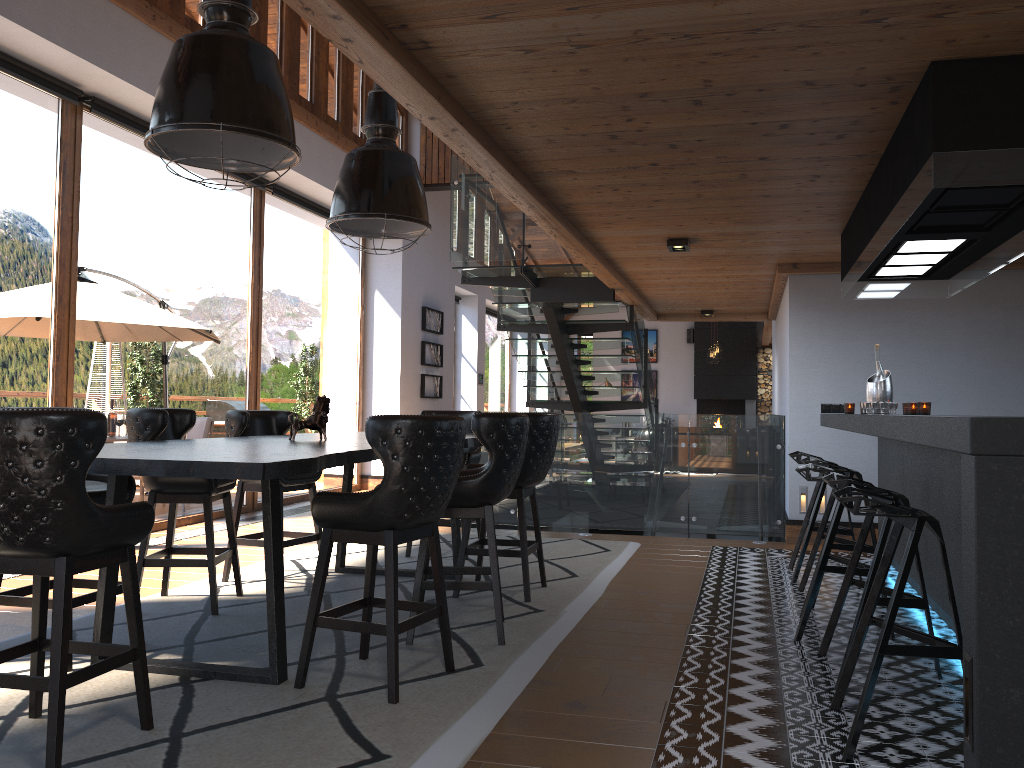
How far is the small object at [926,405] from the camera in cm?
546

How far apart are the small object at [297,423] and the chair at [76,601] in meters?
0.9 m

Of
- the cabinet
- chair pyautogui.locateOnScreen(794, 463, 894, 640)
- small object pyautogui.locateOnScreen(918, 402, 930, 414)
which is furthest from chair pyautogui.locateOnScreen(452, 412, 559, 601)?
small object pyautogui.locateOnScreen(918, 402, 930, 414)

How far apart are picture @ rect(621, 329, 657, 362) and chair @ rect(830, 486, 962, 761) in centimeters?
1837cm

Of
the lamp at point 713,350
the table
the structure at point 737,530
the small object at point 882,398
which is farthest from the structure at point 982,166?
the lamp at point 713,350

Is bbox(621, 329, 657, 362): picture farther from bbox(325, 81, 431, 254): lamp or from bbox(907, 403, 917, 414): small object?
bbox(325, 81, 431, 254): lamp

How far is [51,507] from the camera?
2.6m

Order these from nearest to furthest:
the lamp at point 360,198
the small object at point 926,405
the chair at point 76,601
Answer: the chair at point 76,601
the lamp at point 360,198
the small object at point 926,405

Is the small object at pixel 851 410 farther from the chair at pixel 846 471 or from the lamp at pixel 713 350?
the lamp at pixel 713 350

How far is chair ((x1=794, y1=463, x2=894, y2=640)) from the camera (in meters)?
4.28
